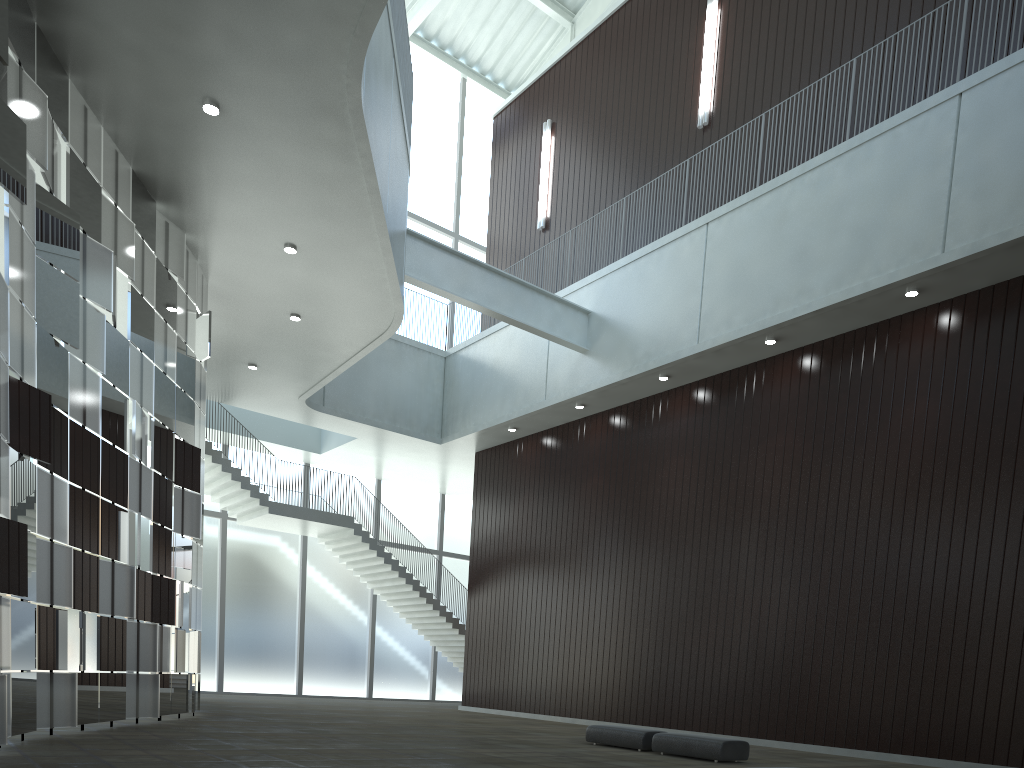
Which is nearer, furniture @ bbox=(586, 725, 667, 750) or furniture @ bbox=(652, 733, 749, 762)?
furniture @ bbox=(652, 733, 749, 762)

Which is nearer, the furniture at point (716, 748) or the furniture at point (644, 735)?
the furniture at point (716, 748)

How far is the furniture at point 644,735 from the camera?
35.2 meters

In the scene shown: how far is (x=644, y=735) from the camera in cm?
3518

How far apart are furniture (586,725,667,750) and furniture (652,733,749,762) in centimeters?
78cm

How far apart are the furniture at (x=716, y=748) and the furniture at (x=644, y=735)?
0.8 meters

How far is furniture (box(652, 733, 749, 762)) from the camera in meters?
31.9

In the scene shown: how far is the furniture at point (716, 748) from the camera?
31.9m
